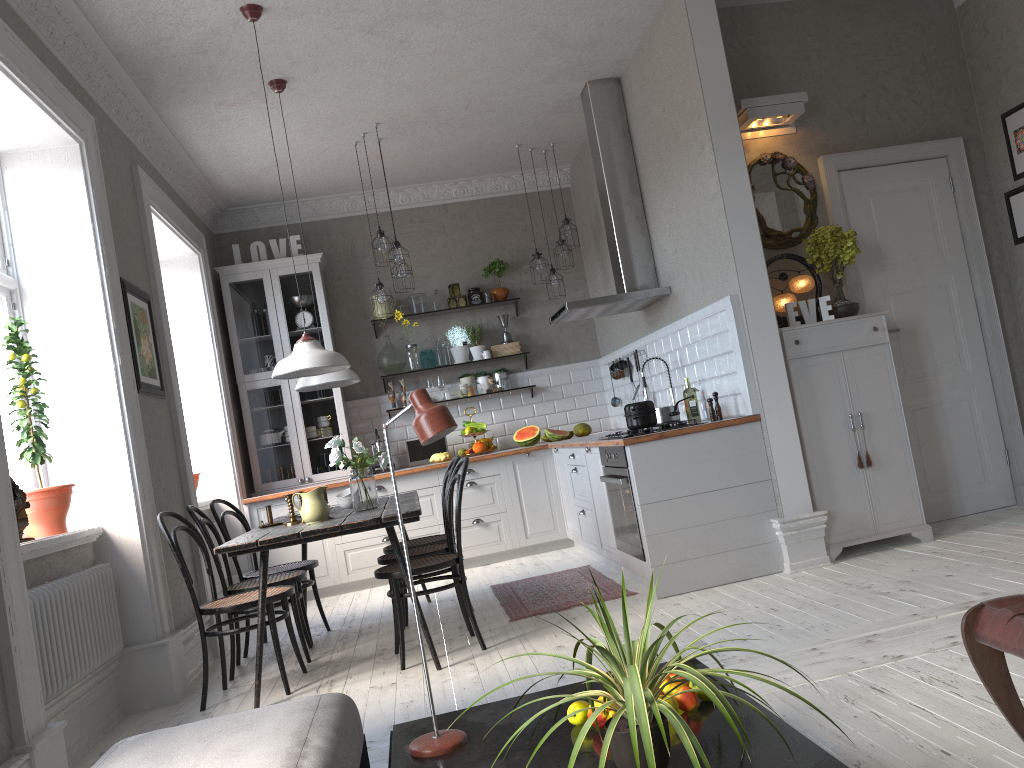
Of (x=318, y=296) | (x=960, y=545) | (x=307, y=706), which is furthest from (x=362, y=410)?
(x=307, y=706)

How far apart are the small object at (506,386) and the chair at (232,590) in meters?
3.3

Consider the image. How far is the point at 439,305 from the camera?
7.9m

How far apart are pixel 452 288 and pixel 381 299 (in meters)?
1.42

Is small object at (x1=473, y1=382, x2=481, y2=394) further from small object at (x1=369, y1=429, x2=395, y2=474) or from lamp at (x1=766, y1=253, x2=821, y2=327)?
lamp at (x1=766, y1=253, x2=821, y2=327)

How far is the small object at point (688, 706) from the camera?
2.0m

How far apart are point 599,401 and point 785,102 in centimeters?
352cm

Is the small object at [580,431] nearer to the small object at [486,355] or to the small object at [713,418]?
the small object at [486,355]

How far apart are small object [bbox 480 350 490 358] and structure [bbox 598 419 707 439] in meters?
2.9

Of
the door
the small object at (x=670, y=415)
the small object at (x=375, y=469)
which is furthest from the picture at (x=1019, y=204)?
the small object at (x=375, y=469)
